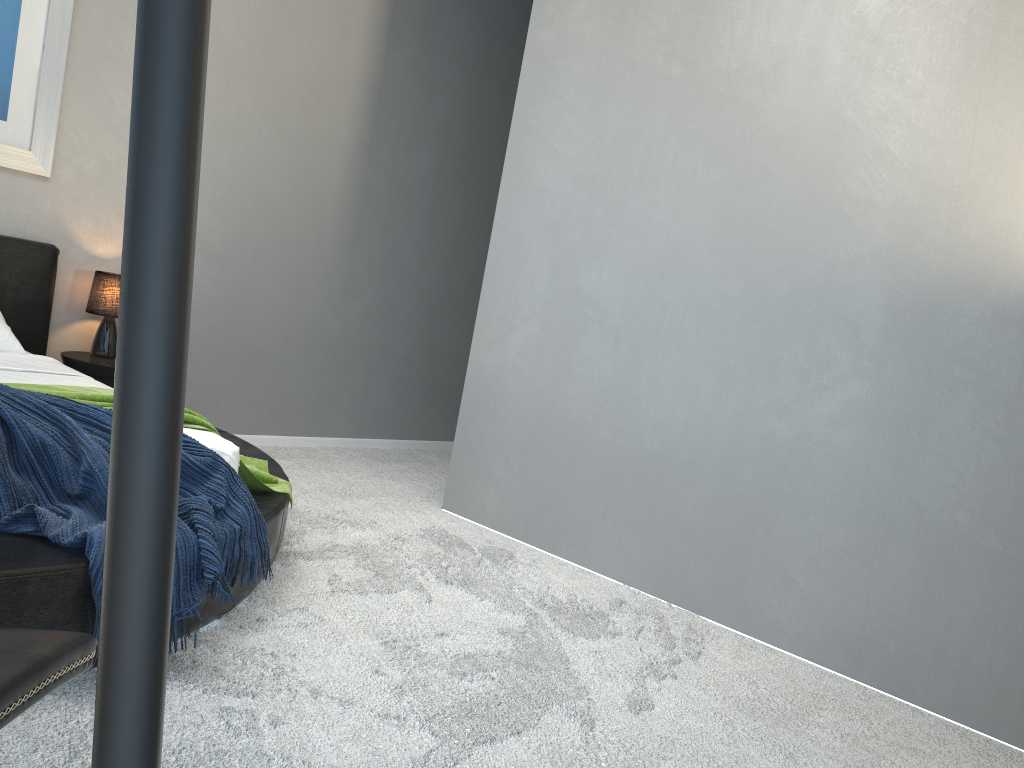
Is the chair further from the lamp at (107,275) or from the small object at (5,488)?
the lamp at (107,275)

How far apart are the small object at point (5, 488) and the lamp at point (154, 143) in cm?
192

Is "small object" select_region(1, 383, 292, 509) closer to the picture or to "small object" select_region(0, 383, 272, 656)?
"small object" select_region(0, 383, 272, 656)

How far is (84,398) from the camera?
2.55m

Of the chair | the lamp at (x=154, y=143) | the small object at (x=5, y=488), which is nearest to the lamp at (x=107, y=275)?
the small object at (x=5, y=488)

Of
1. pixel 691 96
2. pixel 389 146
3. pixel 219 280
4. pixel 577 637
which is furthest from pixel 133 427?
pixel 389 146

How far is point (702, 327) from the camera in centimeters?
342cm

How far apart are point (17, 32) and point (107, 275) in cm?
108

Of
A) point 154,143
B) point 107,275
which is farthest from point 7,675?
point 107,275

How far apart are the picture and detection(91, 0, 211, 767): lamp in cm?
440
